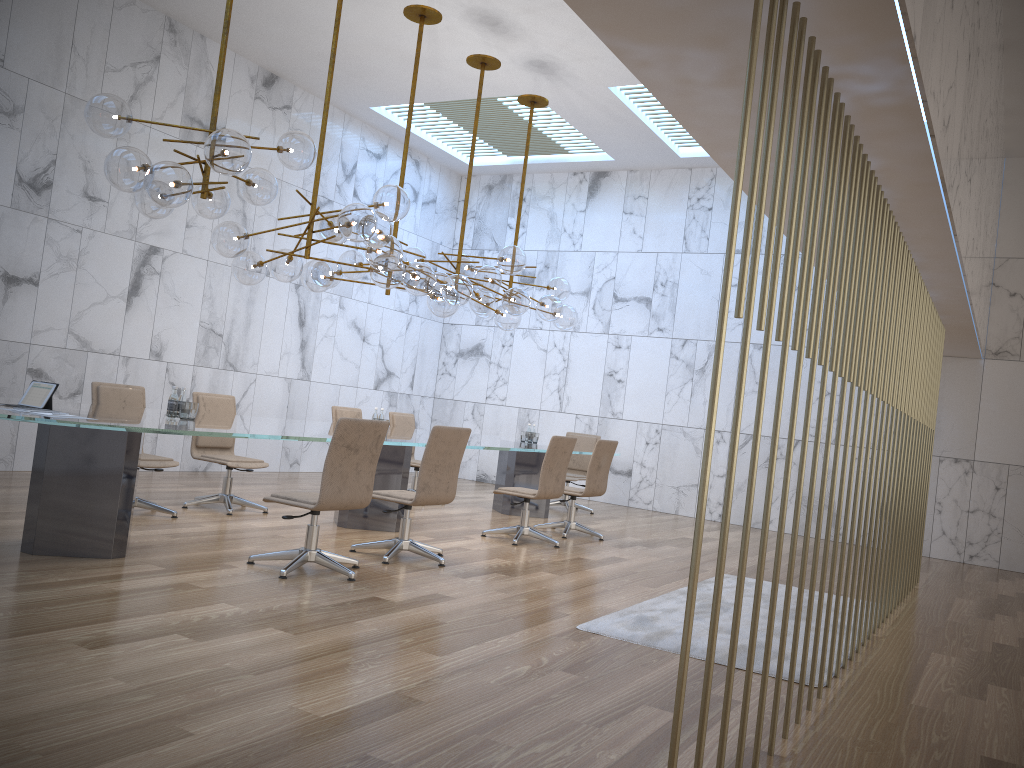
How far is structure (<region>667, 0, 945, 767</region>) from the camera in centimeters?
245cm

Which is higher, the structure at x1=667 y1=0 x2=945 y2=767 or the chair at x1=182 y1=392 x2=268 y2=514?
the structure at x1=667 y1=0 x2=945 y2=767

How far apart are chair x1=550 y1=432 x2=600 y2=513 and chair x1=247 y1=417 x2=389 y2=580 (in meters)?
5.52

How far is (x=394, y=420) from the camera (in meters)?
10.28

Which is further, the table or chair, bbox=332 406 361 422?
chair, bbox=332 406 361 422

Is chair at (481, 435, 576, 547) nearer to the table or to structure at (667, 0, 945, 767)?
the table

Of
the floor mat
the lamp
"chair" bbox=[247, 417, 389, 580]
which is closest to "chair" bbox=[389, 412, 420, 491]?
the lamp

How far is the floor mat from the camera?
4.77m

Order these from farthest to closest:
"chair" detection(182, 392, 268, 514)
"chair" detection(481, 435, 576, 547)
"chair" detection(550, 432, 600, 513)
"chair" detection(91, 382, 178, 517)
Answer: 1. "chair" detection(550, 432, 600, 513)
2. "chair" detection(481, 435, 576, 547)
3. "chair" detection(182, 392, 268, 514)
4. "chair" detection(91, 382, 178, 517)

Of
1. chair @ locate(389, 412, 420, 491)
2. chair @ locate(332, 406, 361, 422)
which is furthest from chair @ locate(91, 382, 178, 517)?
chair @ locate(389, 412, 420, 491)
